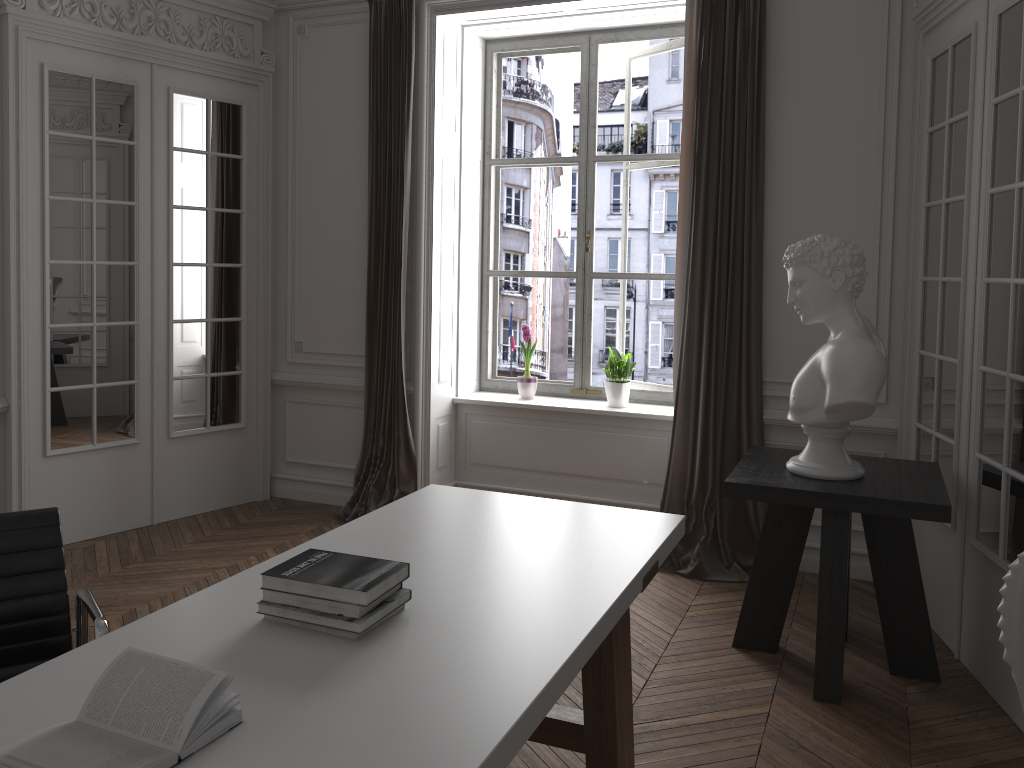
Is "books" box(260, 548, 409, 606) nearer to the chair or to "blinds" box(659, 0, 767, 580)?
the chair

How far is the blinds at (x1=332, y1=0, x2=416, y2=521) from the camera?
5.1 meters

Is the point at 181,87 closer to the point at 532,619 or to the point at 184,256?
the point at 184,256

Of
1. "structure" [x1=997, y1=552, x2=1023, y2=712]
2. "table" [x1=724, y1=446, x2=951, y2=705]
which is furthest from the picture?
"structure" [x1=997, y1=552, x2=1023, y2=712]

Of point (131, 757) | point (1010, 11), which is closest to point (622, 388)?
point (1010, 11)

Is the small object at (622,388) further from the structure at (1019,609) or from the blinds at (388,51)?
the structure at (1019,609)

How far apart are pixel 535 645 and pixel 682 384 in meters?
3.0 m

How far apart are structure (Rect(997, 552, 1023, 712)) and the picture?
3.46m

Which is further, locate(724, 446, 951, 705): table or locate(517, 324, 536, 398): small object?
locate(517, 324, 536, 398): small object

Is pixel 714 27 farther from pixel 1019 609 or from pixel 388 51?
pixel 1019 609
